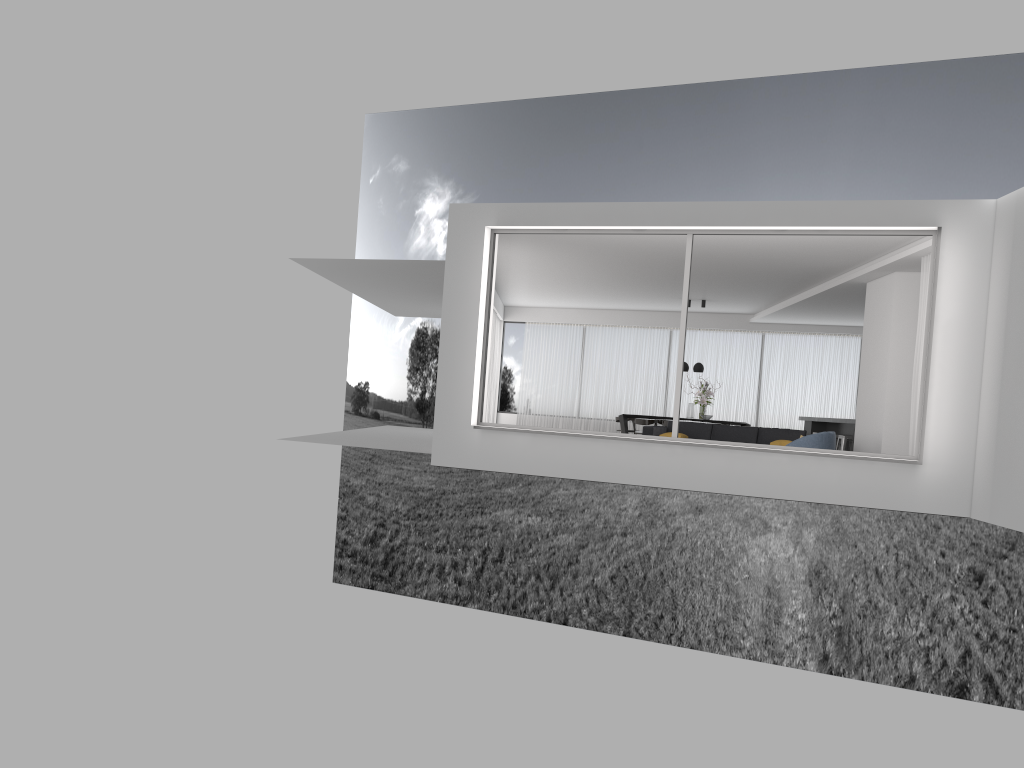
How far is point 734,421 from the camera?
19.5 meters

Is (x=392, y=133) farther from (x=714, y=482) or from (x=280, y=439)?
(x=714, y=482)

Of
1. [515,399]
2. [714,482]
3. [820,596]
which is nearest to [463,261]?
[714,482]

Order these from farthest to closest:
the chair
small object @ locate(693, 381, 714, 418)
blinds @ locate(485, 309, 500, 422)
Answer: blinds @ locate(485, 309, 500, 422), small object @ locate(693, 381, 714, 418), the chair

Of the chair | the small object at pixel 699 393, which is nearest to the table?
the small object at pixel 699 393

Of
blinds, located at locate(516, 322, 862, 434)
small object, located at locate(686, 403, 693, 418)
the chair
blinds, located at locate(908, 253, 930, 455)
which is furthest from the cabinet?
blinds, located at locate(908, 253, 930, 455)

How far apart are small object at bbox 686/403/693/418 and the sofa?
3.3m

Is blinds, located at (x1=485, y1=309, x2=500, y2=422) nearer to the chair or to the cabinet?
the cabinet

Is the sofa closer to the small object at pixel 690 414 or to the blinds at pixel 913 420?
the blinds at pixel 913 420

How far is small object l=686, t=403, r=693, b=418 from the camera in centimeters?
1760cm
